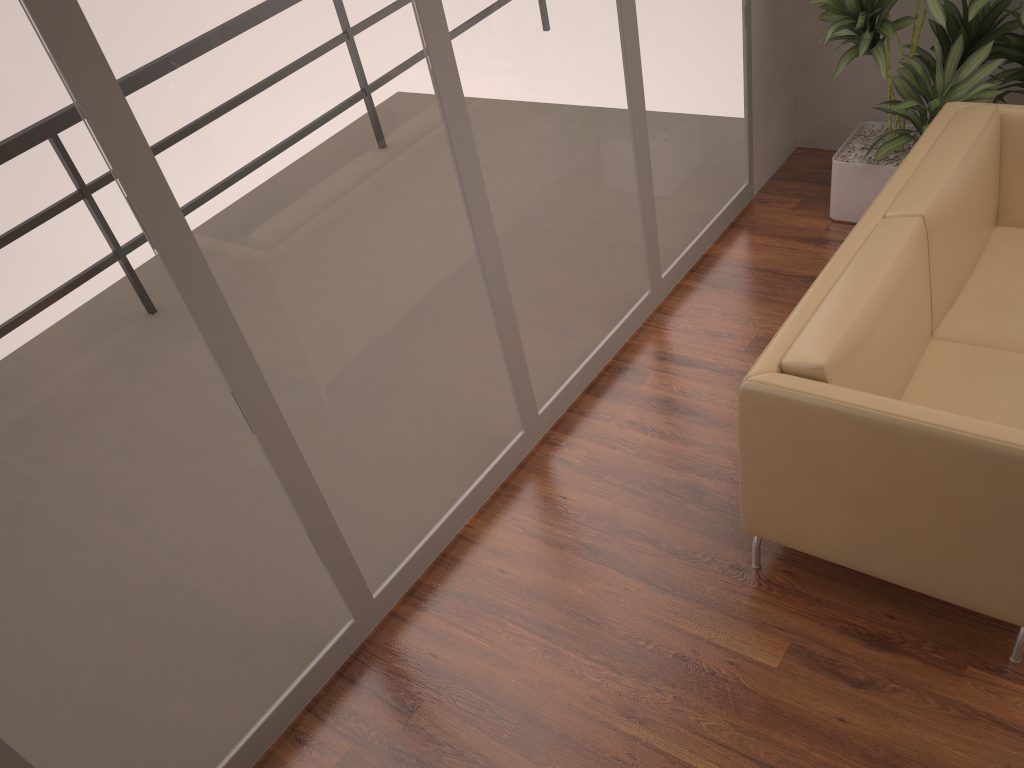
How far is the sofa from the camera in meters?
2.2

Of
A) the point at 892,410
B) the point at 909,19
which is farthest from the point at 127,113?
the point at 909,19

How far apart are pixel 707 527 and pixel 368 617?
1.2m

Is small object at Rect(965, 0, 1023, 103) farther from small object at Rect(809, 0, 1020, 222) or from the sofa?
the sofa

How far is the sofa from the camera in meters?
2.2

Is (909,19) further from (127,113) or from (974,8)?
(127,113)

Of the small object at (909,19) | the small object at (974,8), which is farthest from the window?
the small object at (974,8)

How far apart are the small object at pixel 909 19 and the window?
0.4m

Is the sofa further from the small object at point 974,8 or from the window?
the window

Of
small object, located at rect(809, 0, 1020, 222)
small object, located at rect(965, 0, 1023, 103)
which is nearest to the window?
small object, located at rect(809, 0, 1020, 222)
